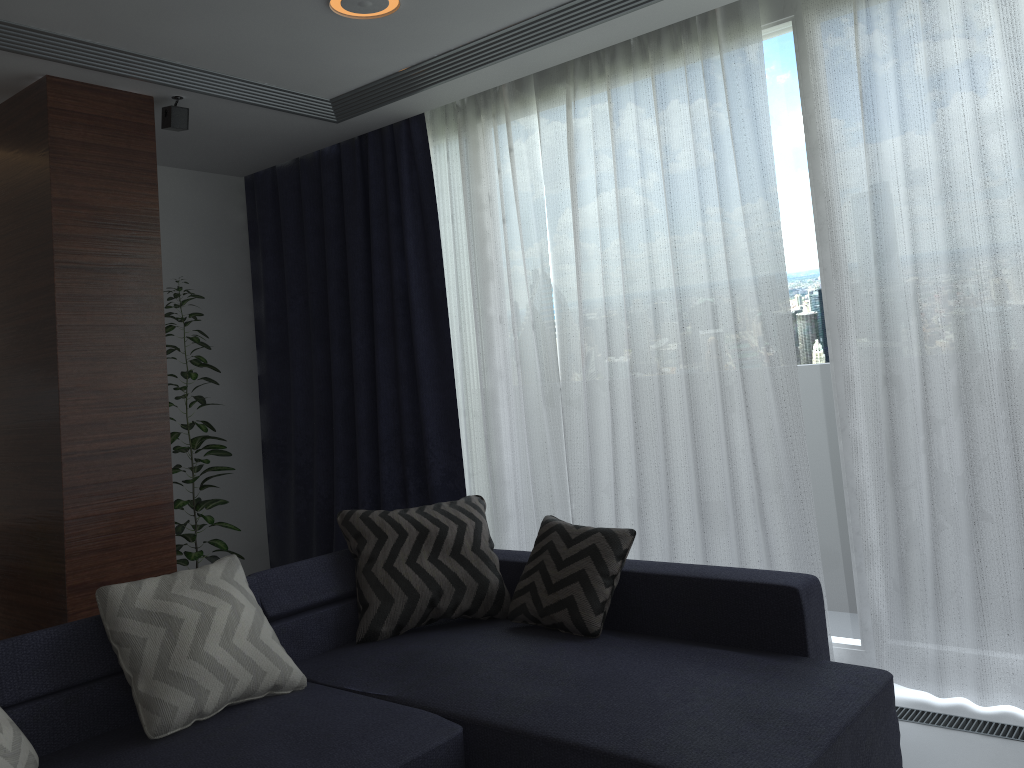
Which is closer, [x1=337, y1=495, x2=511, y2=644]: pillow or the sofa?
the sofa

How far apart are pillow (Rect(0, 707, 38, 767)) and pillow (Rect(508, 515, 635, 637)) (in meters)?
1.53

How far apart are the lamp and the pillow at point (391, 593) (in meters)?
1.81

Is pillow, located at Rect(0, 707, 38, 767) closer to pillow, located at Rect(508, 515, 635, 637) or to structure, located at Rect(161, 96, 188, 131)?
pillow, located at Rect(508, 515, 635, 637)

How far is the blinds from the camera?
2.9m

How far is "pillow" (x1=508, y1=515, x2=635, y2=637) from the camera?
3.0m

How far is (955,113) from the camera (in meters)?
2.89

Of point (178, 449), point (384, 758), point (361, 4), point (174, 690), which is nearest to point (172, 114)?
point (361, 4)

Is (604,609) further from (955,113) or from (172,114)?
(172,114)

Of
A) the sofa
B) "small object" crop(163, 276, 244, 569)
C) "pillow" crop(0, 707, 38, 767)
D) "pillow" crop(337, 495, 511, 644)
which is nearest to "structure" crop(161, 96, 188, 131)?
"small object" crop(163, 276, 244, 569)
